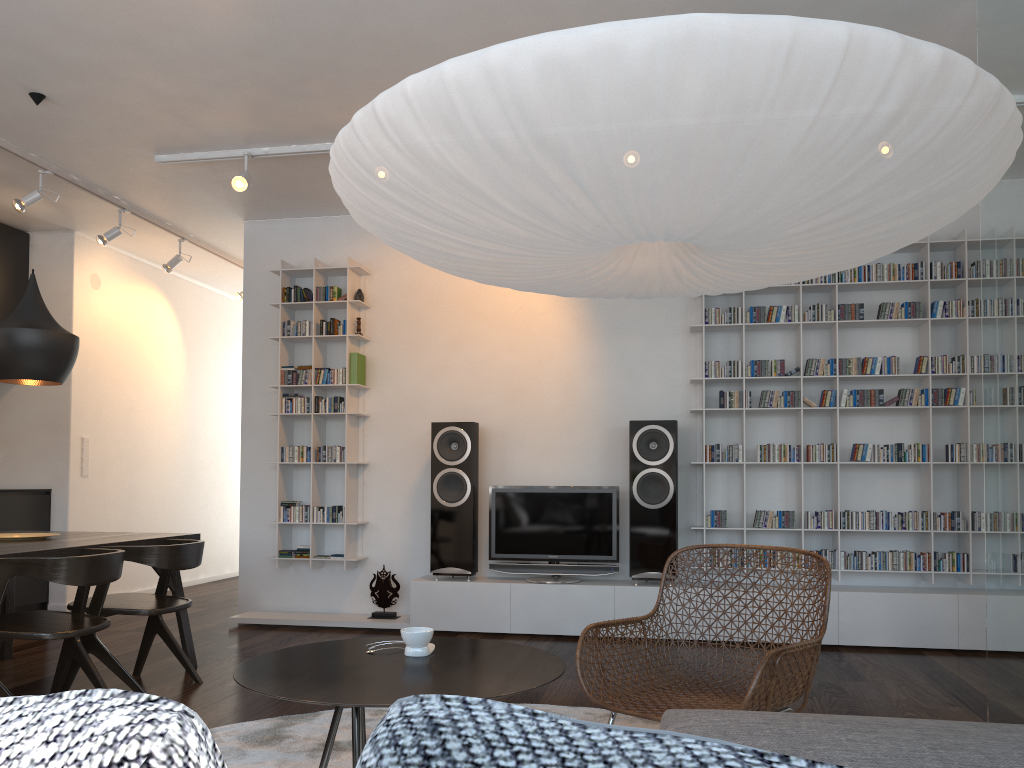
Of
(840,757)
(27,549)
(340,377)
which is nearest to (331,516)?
(340,377)

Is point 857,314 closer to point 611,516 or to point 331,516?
point 611,516

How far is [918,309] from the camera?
5.2 meters

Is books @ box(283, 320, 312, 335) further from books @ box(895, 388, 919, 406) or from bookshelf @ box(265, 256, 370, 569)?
books @ box(895, 388, 919, 406)

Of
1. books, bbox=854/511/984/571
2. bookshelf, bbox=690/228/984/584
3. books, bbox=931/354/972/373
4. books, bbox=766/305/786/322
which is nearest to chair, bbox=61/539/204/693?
bookshelf, bbox=690/228/984/584

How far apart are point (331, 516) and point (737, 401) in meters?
2.7 m

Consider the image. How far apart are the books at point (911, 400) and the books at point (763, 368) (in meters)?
0.80

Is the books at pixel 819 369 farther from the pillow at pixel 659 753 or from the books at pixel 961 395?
the pillow at pixel 659 753

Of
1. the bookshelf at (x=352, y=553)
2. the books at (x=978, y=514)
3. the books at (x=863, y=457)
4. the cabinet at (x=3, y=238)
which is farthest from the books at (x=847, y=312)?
the cabinet at (x=3, y=238)

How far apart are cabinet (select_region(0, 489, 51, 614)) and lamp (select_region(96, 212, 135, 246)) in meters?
1.8 m
